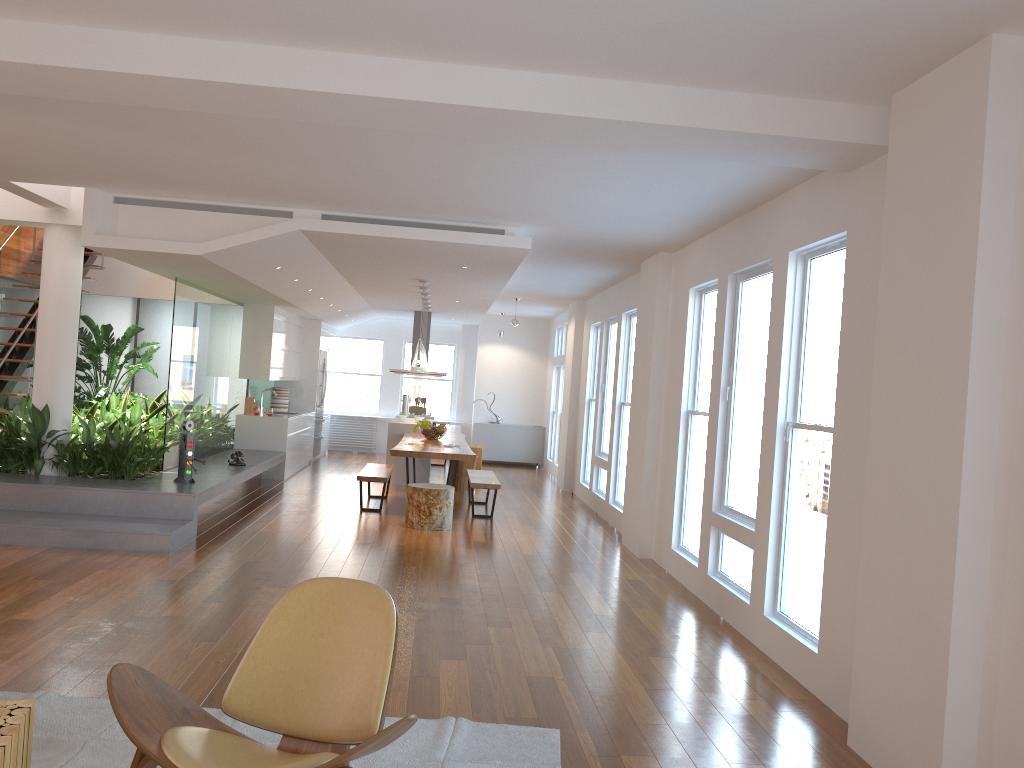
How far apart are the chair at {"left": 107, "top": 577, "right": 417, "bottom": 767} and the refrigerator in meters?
11.5 m

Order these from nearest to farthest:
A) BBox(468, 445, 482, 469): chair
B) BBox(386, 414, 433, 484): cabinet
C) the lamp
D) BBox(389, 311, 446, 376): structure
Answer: the lamp, BBox(386, 414, 433, 484): cabinet, BBox(468, 445, 482, 469): chair, BBox(389, 311, 446, 376): structure

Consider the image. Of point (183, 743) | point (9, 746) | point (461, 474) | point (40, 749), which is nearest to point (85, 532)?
point (40, 749)

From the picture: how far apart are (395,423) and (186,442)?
4.3m

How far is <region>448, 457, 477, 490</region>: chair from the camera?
11.7m

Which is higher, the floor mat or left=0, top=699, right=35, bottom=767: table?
left=0, top=699, right=35, bottom=767: table

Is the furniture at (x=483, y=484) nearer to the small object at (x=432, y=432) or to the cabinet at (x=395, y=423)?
the small object at (x=432, y=432)

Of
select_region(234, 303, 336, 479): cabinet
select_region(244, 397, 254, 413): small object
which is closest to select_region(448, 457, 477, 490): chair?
select_region(234, 303, 336, 479): cabinet

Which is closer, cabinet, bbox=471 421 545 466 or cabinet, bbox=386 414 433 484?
cabinet, bbox=386 414 433 484

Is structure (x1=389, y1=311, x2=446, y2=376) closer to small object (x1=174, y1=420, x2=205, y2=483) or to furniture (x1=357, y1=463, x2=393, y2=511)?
furniture (x1=357, y1=463, x2=393, y2=511)
